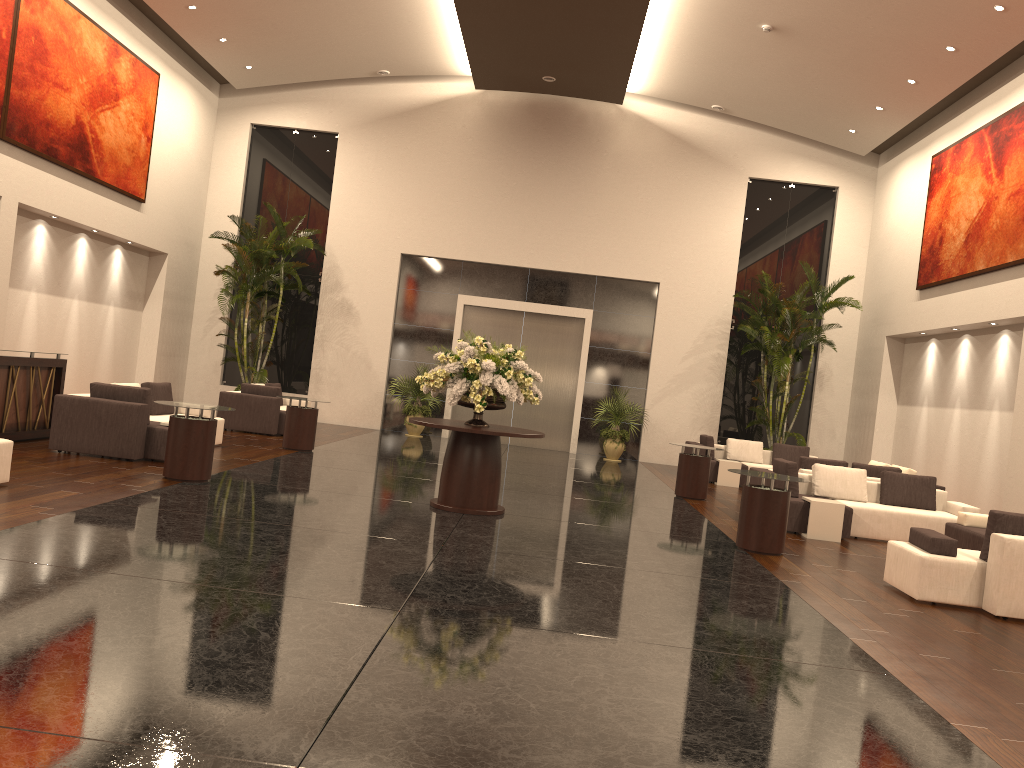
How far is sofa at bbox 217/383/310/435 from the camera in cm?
1545

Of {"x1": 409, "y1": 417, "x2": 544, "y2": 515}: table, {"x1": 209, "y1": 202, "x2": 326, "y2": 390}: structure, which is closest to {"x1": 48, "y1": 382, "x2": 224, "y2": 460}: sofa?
{"x1": 409, "y1": 417, "x2": 544, "y2": 515}: table

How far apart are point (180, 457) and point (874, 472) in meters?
9.6 m

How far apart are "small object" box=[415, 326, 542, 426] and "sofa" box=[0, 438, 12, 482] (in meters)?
3.92

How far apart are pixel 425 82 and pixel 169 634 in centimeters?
1762cm

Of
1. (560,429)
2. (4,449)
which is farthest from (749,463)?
(4,449)

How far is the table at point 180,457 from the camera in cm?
926

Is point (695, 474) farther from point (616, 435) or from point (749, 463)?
point (616, 435)

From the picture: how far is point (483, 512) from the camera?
9.4 meters

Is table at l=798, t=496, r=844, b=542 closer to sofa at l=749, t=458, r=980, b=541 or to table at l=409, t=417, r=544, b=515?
sofa at l=749, t=458, r=980, b=541
